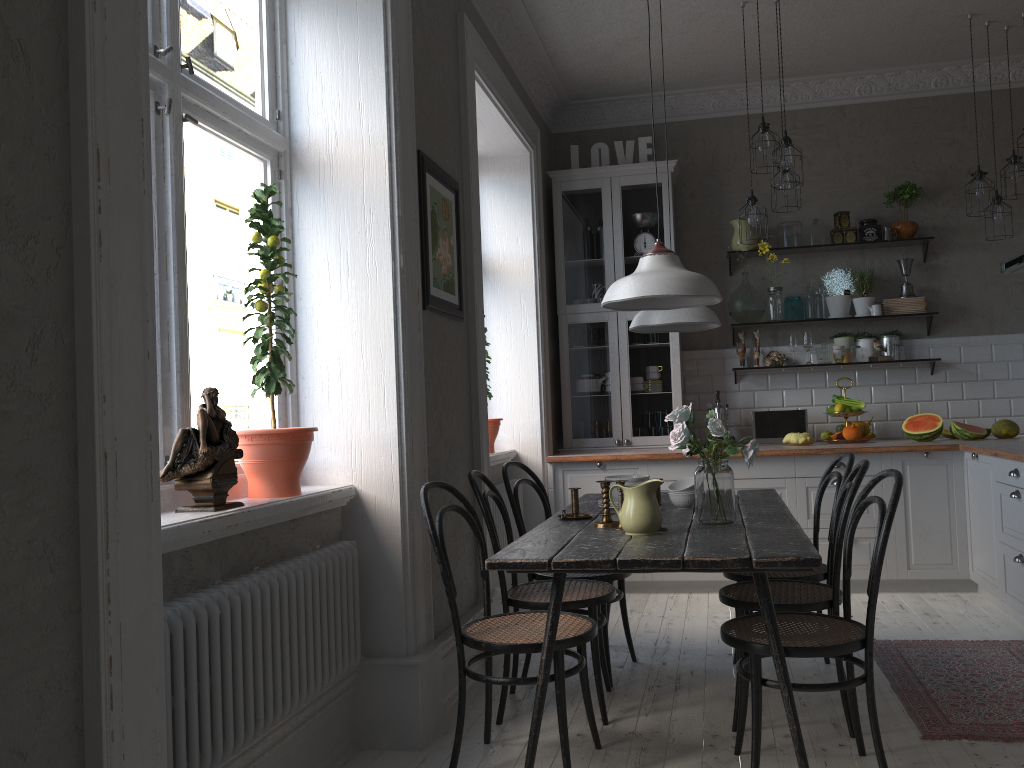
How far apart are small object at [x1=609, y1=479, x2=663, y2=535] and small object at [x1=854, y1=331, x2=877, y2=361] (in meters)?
3.54

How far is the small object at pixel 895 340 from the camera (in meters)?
5.74

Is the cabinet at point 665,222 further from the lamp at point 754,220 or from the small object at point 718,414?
the lamp at point 754,220

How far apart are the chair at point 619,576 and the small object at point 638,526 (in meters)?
0.89

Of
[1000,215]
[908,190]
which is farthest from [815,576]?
[908,190]

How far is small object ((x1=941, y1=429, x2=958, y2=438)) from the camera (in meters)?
5.51

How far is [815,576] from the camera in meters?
3.4 m

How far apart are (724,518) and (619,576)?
0.89m

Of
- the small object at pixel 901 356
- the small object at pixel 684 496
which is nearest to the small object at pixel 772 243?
the small object at pixel 901 356

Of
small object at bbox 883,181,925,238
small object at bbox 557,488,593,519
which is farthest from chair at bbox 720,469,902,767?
small object at bbox 883,181,925,238
